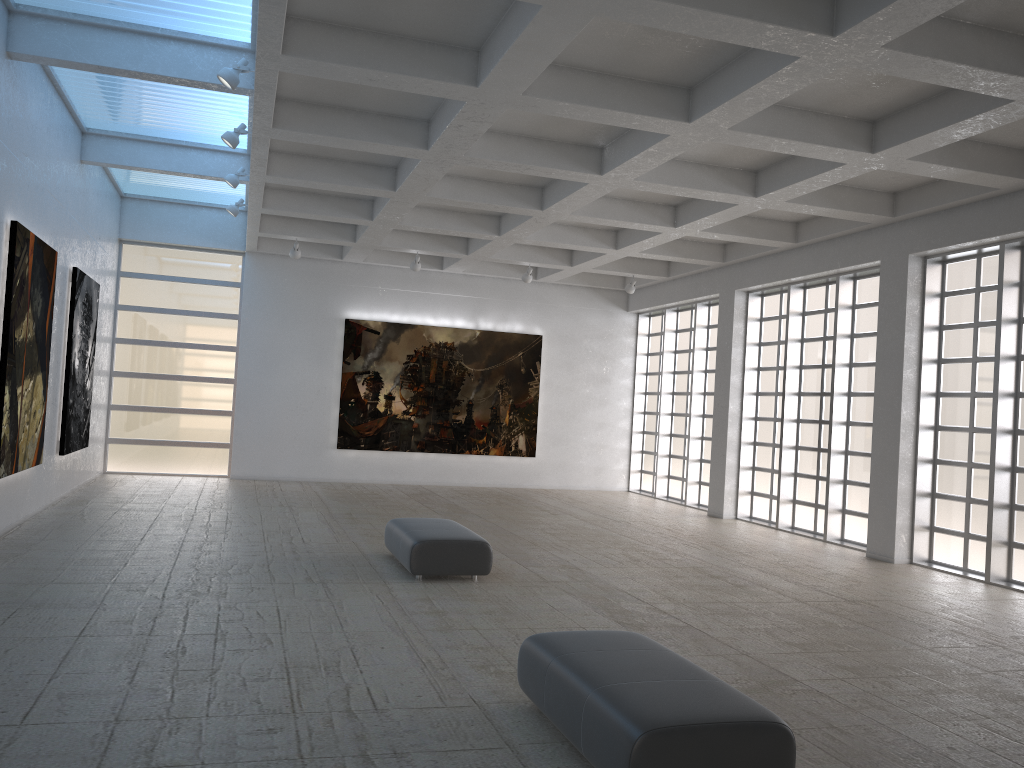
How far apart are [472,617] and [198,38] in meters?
12.4

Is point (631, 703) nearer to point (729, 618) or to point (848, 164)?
point (729, 618)
